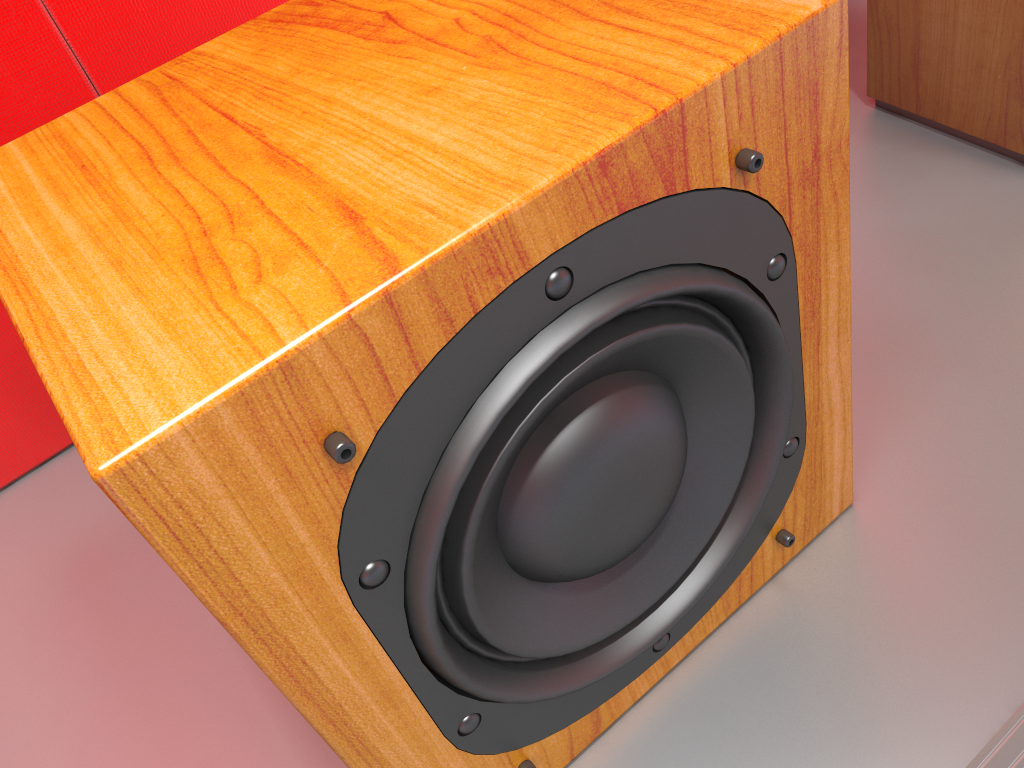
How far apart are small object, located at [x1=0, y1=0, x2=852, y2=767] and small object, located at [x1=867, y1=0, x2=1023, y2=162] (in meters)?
0.42

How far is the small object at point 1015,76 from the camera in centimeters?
79cm

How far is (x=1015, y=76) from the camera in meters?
0.8

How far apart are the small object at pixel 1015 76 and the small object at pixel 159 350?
0.4m

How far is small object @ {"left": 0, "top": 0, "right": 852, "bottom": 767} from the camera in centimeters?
32cm

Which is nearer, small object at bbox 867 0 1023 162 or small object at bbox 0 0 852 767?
small object at bbox 0 0 852 767

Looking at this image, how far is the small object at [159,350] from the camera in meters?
0.3

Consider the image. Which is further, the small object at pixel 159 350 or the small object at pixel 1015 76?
the small object at pixel 1015 76
